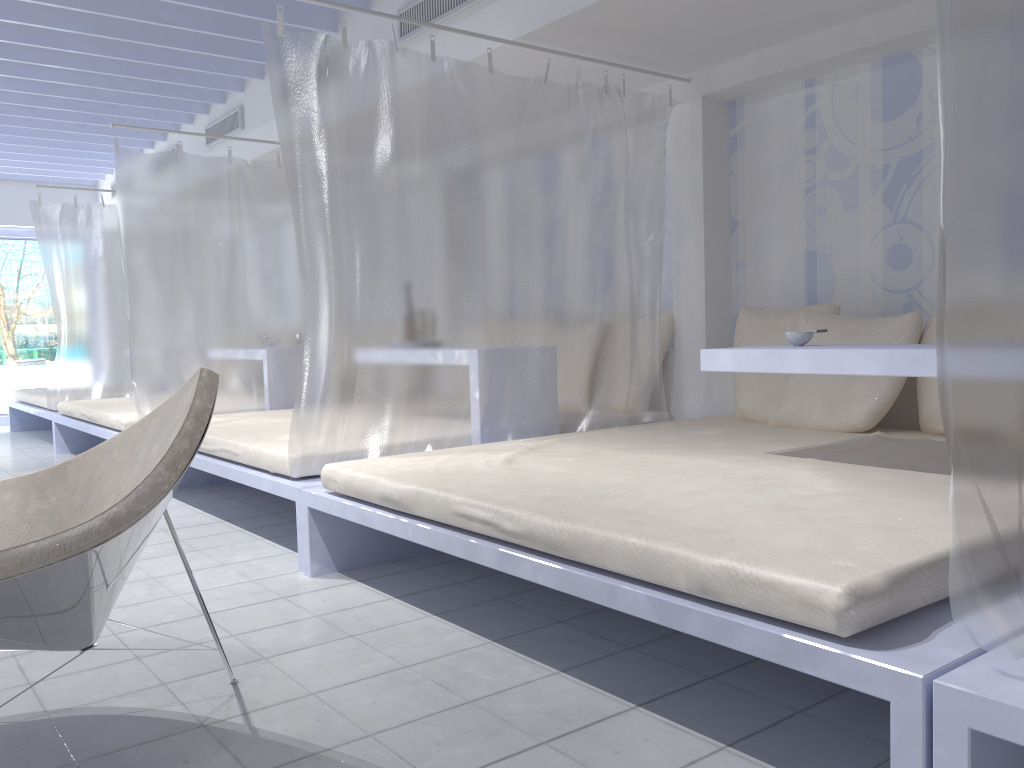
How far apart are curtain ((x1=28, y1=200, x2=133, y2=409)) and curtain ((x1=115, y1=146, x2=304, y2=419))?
2.13m

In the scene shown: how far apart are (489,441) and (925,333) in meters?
1.7

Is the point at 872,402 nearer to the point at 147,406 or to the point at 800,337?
the point at 800,337

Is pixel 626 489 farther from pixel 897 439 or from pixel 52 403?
pixel 52 403

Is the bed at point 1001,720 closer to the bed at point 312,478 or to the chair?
the chair

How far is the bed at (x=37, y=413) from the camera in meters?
7.1

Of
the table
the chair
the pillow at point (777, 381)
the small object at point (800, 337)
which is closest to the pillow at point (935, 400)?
the pillow at point (777, 381)

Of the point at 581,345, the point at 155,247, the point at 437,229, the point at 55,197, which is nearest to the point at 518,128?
the point at 437,229

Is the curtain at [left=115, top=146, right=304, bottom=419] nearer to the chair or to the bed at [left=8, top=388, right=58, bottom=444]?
the bed at [left=8, top=388, right=58, bottom=444]

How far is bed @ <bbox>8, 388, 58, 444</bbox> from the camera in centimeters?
708cm
